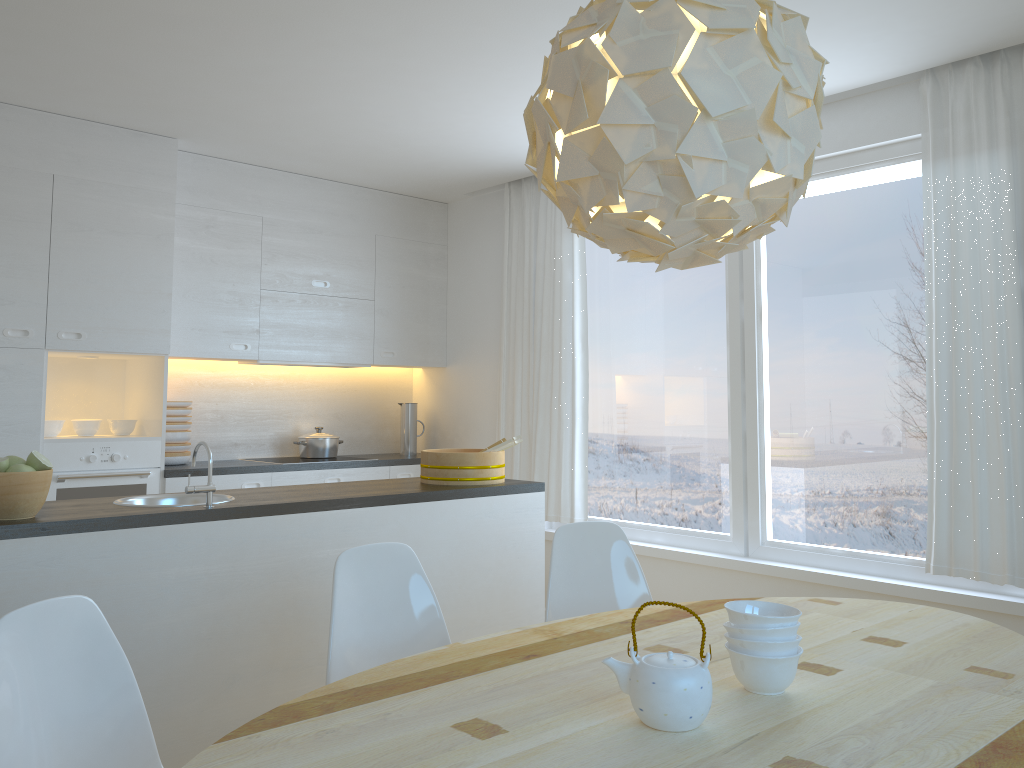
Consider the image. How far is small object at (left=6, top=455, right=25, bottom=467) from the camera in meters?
2.7 m

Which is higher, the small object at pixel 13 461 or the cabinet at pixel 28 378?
the cabinet at pixel 28 378

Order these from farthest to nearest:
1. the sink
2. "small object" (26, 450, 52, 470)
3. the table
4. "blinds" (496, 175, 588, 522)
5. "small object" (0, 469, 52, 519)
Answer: "blinds" (496, 175, 588, 522) → the sink → "small object" (26, 450, 52, 470) → "small object" (0, 469, 52, 519) → the table

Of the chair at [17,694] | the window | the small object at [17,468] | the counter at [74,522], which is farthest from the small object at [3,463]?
the window

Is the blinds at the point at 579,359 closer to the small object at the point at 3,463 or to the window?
the window

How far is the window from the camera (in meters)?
3.92

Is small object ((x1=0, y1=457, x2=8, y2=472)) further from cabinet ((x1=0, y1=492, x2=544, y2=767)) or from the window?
the window

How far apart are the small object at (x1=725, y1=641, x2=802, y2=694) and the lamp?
0.80m

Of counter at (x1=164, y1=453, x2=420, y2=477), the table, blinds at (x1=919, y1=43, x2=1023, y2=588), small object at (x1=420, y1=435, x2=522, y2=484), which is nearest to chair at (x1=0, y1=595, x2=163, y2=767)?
the table

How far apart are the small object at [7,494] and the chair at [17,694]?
0.90m
